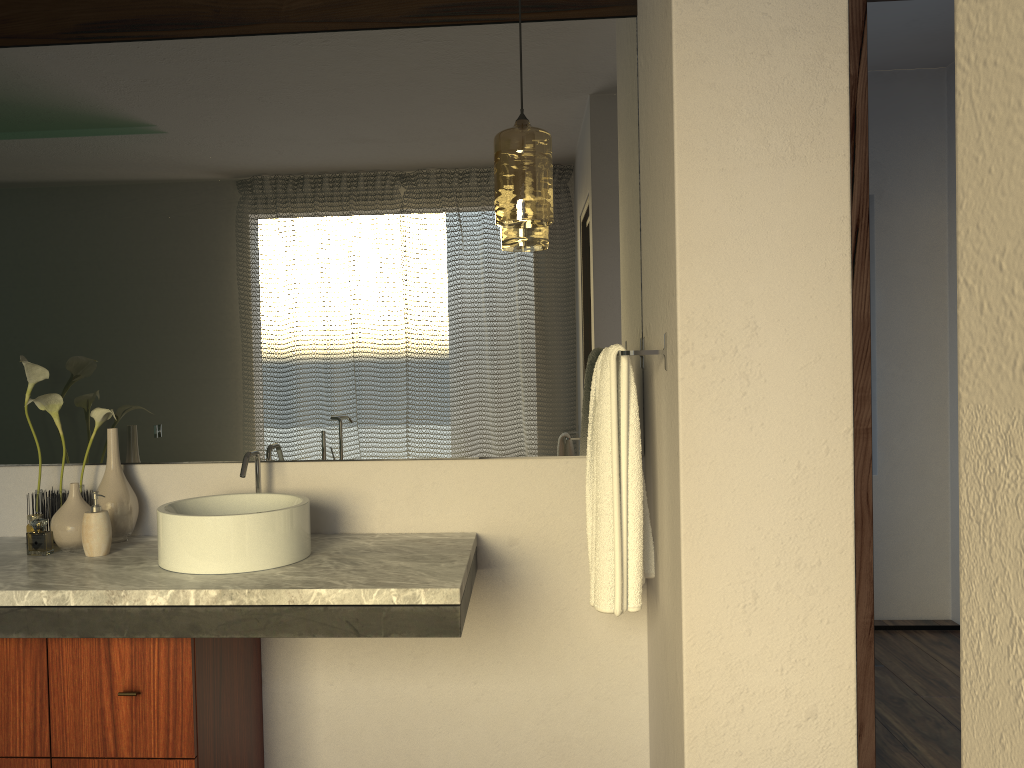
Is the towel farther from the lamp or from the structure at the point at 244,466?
the structure at the point at 244,466

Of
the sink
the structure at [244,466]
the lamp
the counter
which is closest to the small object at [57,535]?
the counter

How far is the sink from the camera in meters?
1.9

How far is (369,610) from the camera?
1.8m

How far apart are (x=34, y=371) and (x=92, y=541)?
0.5m

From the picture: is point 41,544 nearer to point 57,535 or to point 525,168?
point 57,535

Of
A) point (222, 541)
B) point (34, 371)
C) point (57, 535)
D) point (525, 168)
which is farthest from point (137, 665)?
point (525, 168)

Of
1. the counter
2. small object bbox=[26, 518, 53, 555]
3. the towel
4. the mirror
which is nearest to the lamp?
the mirror

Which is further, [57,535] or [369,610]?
[57,535]

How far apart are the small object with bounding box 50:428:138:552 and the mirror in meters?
0.1
